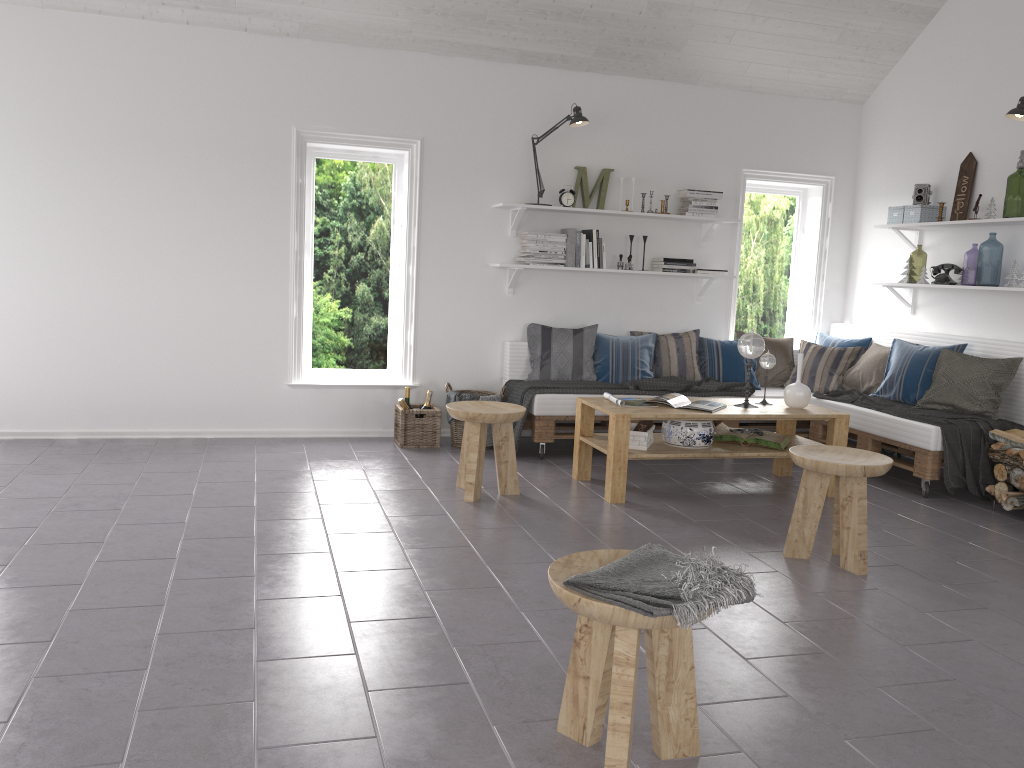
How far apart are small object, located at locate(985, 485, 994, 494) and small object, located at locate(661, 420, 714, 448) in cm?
159

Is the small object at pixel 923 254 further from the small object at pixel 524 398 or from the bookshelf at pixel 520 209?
the small object at pixel 524 398

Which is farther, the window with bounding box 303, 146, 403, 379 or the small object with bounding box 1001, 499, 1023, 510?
the window with bounding box 303, 146, 403, 379

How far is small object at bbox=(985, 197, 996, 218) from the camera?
5.5m

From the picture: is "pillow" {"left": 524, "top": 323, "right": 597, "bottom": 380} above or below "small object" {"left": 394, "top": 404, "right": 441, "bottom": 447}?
above

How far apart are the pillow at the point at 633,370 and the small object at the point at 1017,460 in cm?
220

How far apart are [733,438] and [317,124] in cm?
337

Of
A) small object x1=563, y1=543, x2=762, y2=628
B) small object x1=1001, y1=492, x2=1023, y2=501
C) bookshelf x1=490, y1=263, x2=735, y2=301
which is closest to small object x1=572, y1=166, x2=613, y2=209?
bookshelf x1=490, y1=263, x2=735, y2=301

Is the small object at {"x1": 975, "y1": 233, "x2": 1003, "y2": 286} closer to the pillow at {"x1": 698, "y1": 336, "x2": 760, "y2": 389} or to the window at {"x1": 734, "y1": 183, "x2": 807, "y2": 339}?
the window at {"x1": 734, "y1": 183, "x2": 807, "y2": 339}

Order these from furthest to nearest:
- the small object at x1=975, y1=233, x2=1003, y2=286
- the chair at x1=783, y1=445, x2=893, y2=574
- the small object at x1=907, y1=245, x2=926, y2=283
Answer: the small object at x1=907, y1=245, x2=926, y2=283
the small object at x1=975, y1=233, x2=1003, y2=286
the chair at x1=783, y1=445, x2=893, y2=574
